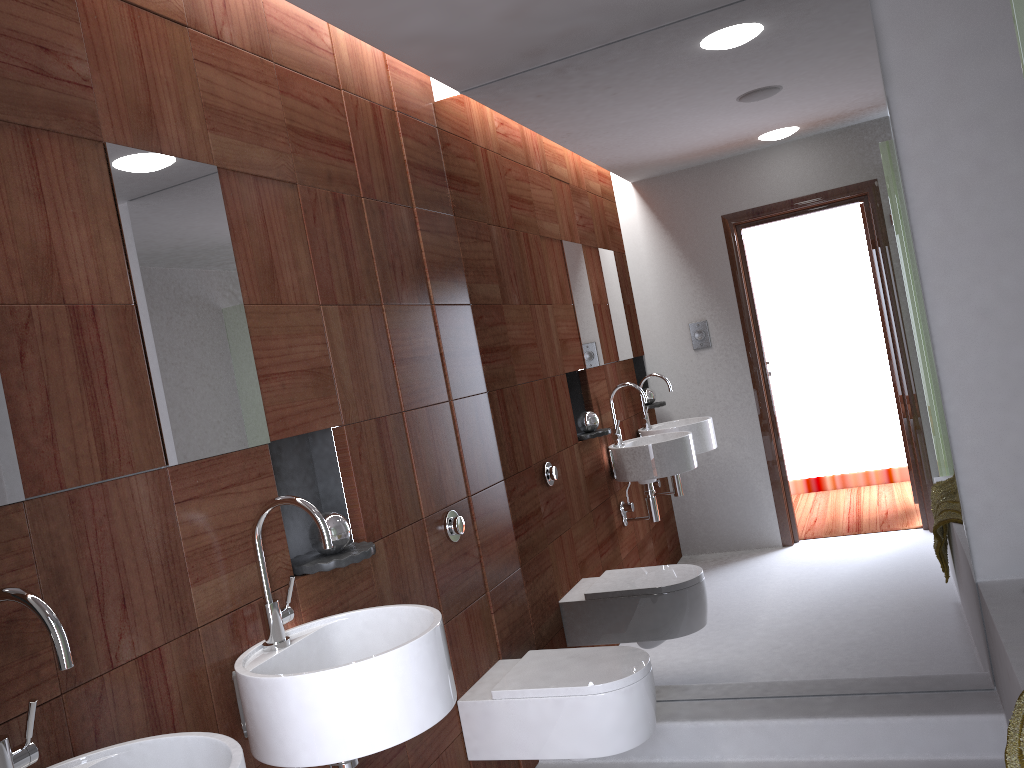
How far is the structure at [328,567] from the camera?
2.04m

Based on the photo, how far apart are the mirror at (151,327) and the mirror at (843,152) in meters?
1.3

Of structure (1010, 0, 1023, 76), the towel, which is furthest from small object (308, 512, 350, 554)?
structure (1010, 0, 1023, 76)

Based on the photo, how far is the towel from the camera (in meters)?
1.72

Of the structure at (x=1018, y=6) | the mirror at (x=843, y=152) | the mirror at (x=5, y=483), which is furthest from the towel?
the mirror at (x=5, y=483)

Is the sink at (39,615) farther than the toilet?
No

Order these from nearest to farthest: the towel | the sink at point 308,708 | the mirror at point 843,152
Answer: the sink at point 308,708 → the towel → the mirror at point 843,152

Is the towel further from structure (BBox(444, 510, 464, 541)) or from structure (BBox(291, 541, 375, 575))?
structure (BBox(444, 510, 464, 541))

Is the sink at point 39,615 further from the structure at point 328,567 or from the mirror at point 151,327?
the structure at point 328,567

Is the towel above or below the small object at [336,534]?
below
